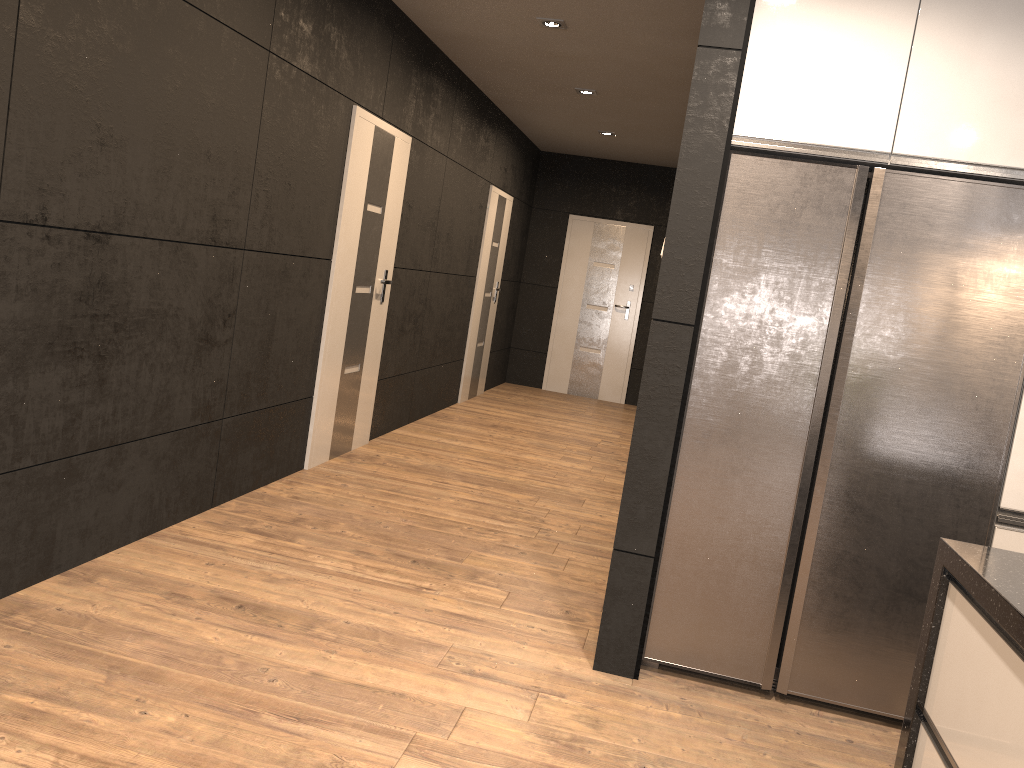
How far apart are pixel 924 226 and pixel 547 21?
2.93m

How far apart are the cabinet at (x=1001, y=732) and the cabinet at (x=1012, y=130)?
0.87m

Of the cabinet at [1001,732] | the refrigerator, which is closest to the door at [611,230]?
the refrigerator

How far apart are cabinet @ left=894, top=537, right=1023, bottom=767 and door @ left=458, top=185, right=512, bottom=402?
6.5m

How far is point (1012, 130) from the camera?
2.7 meters

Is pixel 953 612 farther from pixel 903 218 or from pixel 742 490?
pixel 903 218

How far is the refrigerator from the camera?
2.78m

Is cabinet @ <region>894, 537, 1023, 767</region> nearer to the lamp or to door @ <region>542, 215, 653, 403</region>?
the lamp

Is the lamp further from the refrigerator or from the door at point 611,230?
the door at point 611,230

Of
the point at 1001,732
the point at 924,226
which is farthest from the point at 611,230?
the point at 1001,732
